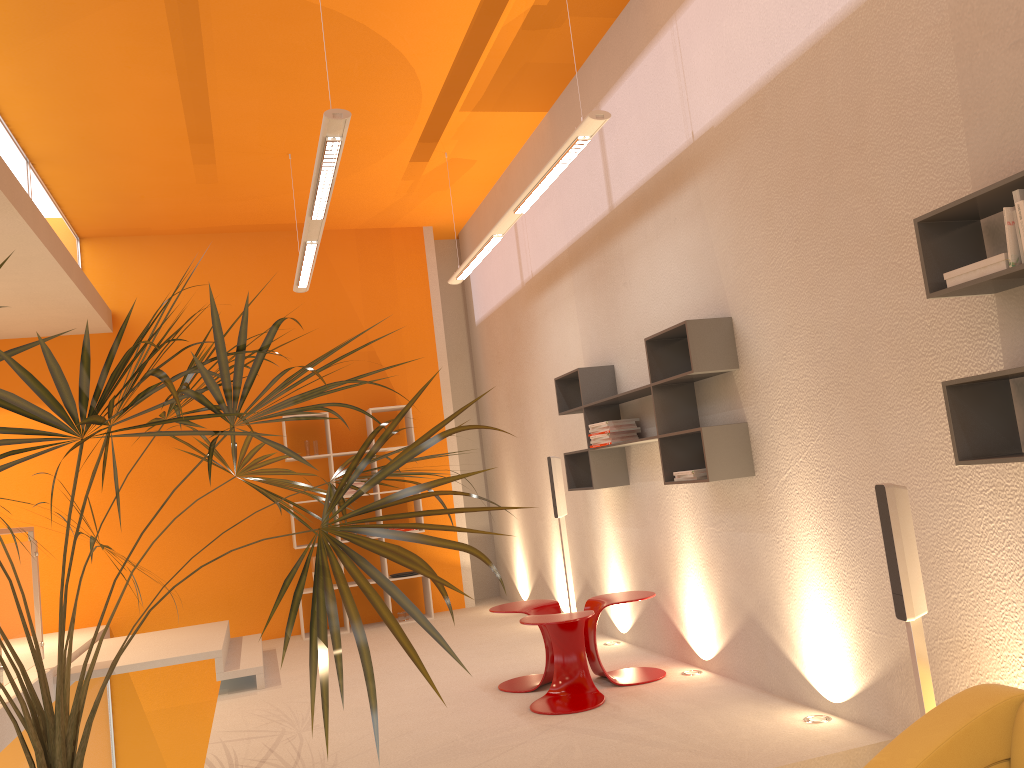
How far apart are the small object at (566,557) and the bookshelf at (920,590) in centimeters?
32cm

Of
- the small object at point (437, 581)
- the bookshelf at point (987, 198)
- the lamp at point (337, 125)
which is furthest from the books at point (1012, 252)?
the lamp at point (337, 125)

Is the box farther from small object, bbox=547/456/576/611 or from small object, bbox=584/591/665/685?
small object, bbox=547/456/576/611

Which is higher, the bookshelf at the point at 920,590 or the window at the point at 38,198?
the window at the point at 38,198

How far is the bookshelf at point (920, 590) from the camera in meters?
2.9 m

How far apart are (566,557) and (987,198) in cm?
431

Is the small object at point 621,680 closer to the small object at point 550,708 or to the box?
the small object at point 550,708

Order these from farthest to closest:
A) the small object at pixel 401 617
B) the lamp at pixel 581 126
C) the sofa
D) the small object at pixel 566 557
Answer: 1. the small object at pixel 401 617
2. the small object at pixel 566 557
3. the lamp at pixel 581 126
4. the sofa

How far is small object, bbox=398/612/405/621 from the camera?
8.16m

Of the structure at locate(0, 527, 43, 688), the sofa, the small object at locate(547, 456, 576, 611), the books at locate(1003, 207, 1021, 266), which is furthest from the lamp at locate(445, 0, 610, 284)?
the structure at locate(0, 527, 43, 688)
